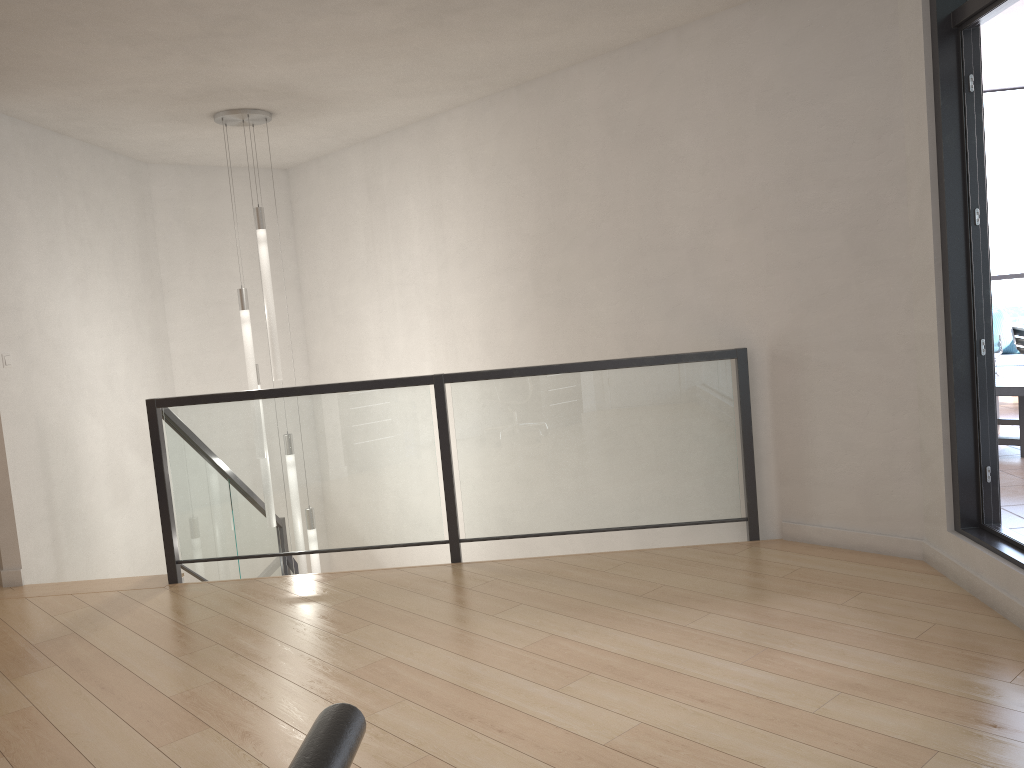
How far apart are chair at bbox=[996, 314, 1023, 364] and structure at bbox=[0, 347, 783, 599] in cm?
418

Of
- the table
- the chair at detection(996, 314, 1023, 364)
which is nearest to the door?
the table

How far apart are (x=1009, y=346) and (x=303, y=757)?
8.5m

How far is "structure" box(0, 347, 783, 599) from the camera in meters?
4.6 m

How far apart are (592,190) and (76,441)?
3.6m

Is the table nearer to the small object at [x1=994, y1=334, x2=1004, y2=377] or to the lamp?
the small object at [x1=994, y1=334, x2=1004, y2=377]

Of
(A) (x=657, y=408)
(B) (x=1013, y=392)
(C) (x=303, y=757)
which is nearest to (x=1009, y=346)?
(B) (x=1013, y=392)

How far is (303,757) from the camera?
0.67m

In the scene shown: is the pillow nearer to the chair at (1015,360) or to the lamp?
the chair at (1015,360)

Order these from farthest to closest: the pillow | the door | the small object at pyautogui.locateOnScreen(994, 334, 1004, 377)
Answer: the pillow
the small object at pyautogui.locateOnScreen(994, 334, 1004, 377)
the door
